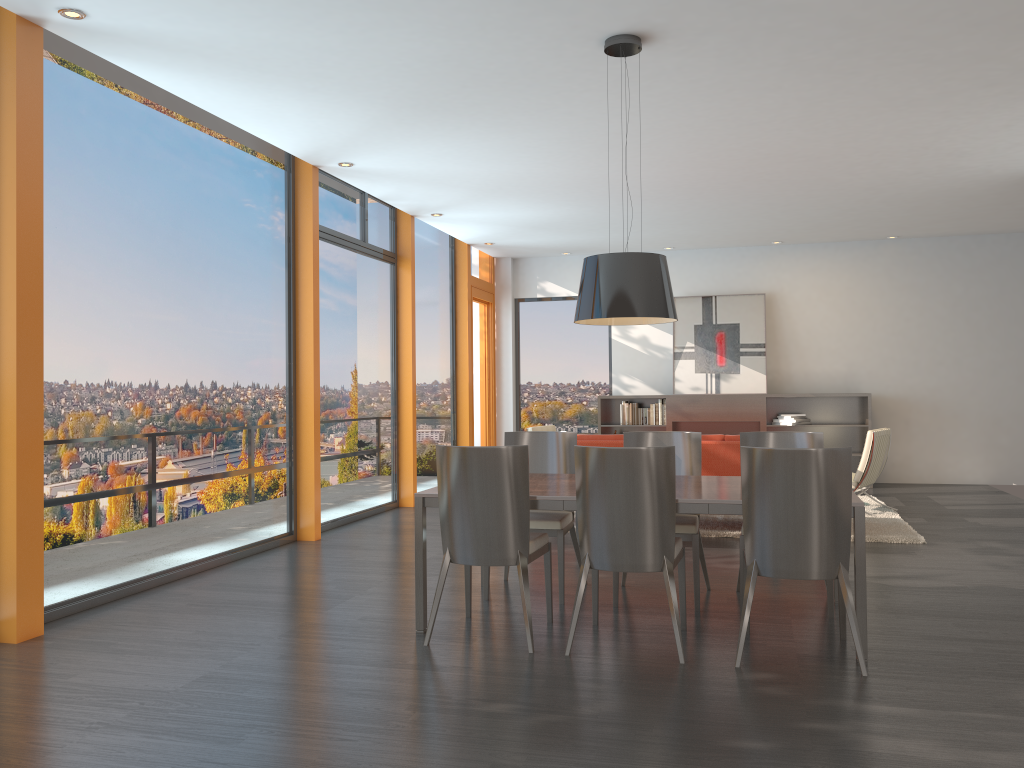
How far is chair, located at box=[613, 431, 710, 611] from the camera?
4.9 meters

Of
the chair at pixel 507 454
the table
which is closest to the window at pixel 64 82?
the table

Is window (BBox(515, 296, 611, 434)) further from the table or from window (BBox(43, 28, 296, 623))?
the table

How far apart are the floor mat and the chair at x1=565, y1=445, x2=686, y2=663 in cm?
298

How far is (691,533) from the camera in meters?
4.9 m

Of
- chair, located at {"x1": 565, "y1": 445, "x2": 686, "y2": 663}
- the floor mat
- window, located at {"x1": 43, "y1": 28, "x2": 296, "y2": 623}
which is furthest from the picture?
chair, located at {"x1": 565, "y1": 445, "x2": 686, "y2": 663}

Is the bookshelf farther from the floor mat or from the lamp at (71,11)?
the lamp at (71,11)

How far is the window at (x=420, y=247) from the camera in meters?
10.4 m

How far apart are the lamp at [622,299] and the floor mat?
2.95m

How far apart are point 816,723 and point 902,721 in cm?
32
